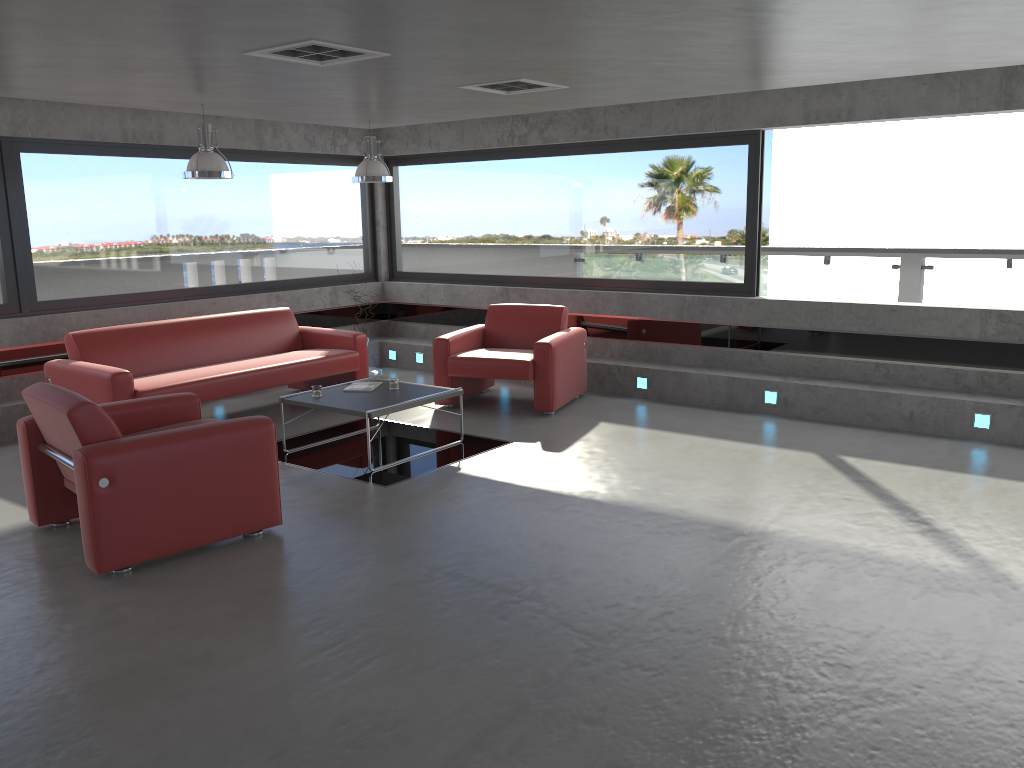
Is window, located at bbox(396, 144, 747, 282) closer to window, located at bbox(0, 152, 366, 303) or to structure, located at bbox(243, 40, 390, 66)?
window, located at bbox(0, 152, 366, 303)

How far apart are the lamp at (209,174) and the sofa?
1.5 meters

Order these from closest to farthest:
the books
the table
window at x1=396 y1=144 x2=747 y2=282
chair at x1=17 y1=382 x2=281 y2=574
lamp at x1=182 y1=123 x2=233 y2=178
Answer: chair at x1=17 y1=382 x2=281 y2=574 < the table < lamp at x1=182 y1=123 x2=233 y2=178 < the books < window at x1=396 y1=144 x2=747 y2=282

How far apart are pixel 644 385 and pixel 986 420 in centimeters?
292cm

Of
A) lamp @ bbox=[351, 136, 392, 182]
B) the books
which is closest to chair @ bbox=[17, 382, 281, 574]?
the books

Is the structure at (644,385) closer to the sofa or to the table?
the table

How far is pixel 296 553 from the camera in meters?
4.7 m

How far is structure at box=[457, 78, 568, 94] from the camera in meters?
6.2 m

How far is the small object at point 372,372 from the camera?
9.6m

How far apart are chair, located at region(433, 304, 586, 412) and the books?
1.1 meters
